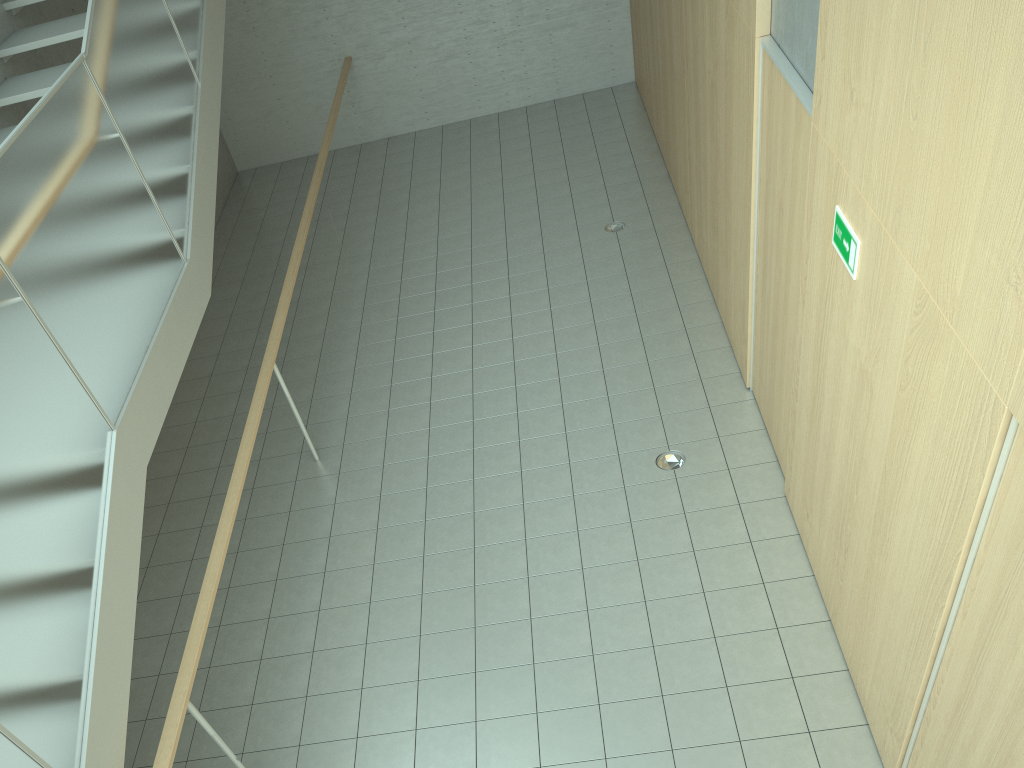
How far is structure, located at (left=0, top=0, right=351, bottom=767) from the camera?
3.1 meters

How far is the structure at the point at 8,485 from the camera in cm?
307

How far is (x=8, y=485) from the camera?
3.07m
